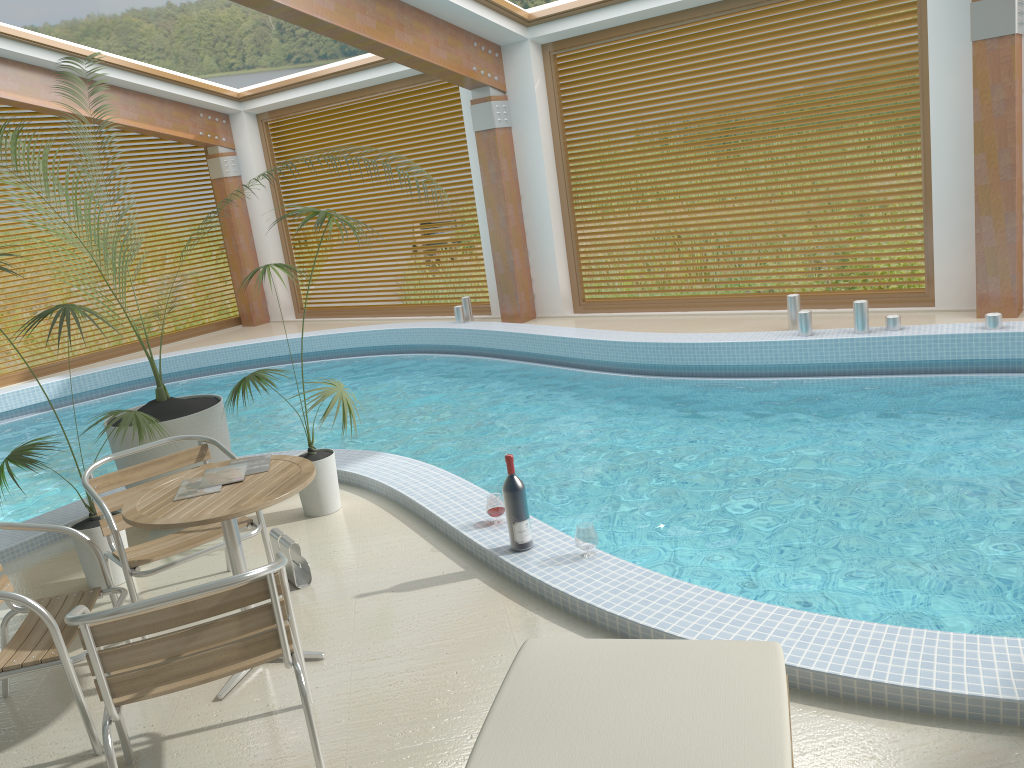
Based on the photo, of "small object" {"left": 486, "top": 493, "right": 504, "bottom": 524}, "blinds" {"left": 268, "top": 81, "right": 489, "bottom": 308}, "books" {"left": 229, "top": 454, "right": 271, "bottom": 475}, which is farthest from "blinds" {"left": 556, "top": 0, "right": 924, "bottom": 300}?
"books" {"left": 229, "top": 454, "right": 271, "bottom": 475}

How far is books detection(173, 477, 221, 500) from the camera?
3.3m

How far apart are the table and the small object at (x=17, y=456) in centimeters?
86cm

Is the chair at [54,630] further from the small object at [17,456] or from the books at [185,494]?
the small object at [17,456]

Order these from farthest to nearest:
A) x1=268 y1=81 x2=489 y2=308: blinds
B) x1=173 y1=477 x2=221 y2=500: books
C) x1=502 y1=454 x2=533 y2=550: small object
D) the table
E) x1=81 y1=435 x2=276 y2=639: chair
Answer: x1=268 y1=81 x2=489 y2=308: blinds < x1=502 y1=454 x2=533 y2=550: small object < x1=81 y1=435 x2=276 y2=639: chair < x1=173 y1=477 x2=221 y2=500: books < the table

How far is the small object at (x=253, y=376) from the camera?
4.8m

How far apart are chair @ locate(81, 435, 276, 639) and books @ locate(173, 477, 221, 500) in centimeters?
42cm

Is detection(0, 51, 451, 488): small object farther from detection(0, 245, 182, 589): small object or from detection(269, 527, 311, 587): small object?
detection(269, 527, 311, 587): small object

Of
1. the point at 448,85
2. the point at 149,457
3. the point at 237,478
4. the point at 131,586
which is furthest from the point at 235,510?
the point at 448,85

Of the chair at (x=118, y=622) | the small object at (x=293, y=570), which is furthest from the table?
the small object at (x=293, y=570)
